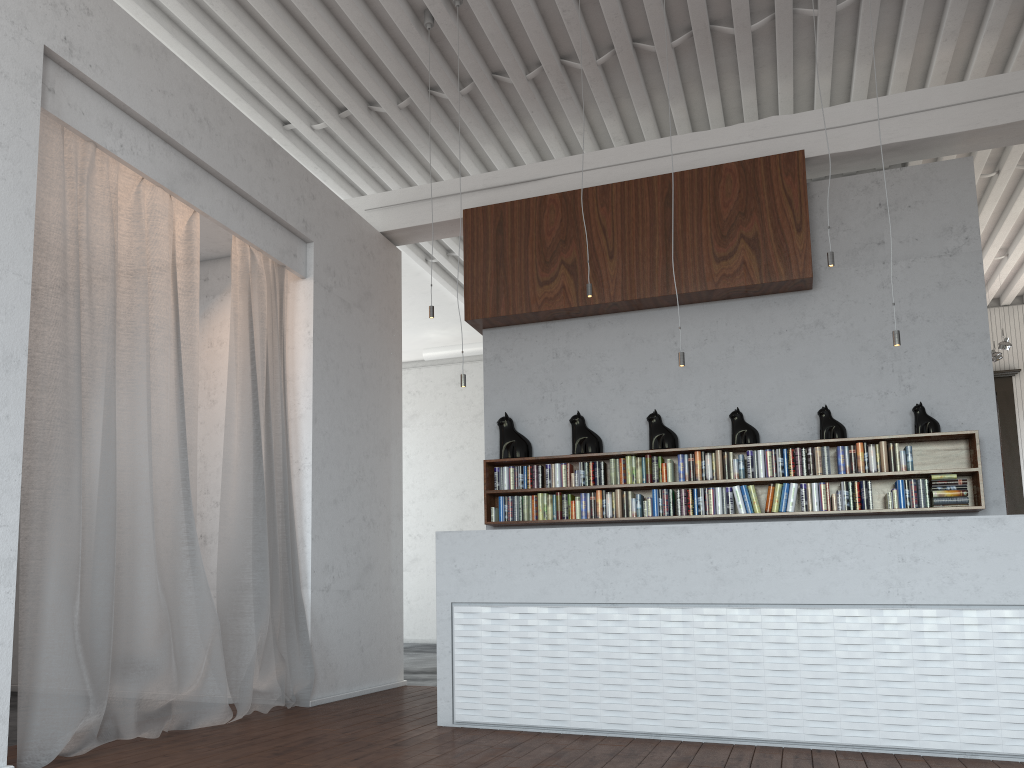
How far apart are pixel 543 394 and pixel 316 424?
1.83m
